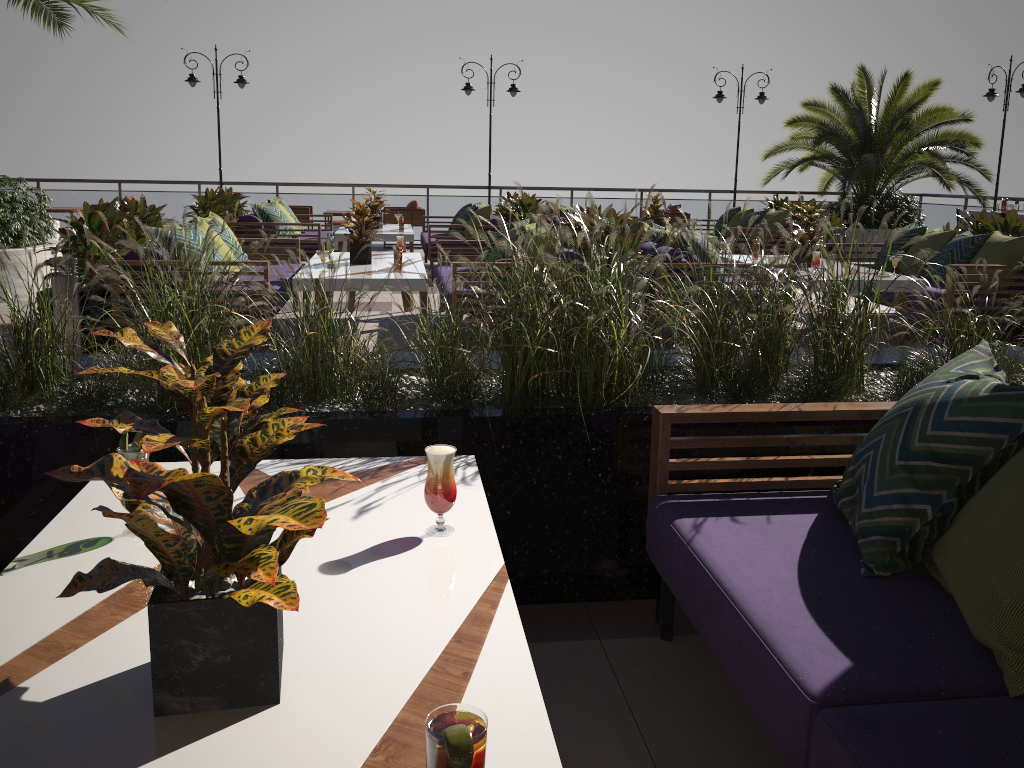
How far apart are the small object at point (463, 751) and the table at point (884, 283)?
6.50m

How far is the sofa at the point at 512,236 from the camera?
7.2m

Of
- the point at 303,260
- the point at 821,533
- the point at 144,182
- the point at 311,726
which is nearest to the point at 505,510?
the point at 821,533

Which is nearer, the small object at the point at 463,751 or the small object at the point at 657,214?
the small object at the point at 463,751

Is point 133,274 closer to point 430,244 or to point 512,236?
point 512,236

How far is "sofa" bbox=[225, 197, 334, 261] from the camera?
10.30m

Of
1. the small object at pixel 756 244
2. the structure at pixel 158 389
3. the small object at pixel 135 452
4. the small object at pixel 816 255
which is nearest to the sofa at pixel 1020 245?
the small object at pixel 816 255

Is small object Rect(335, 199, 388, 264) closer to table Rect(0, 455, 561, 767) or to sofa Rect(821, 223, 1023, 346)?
sofa Rect(821, 223, 1023, 346)

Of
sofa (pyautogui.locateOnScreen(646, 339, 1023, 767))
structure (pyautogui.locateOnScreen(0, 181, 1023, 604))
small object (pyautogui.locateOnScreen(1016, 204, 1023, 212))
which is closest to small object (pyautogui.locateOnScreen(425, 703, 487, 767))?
sofa (pyautogui.locateOnScreen(646, 339, 1023, 767))

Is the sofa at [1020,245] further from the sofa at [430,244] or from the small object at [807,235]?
the sofa at [430,244]
